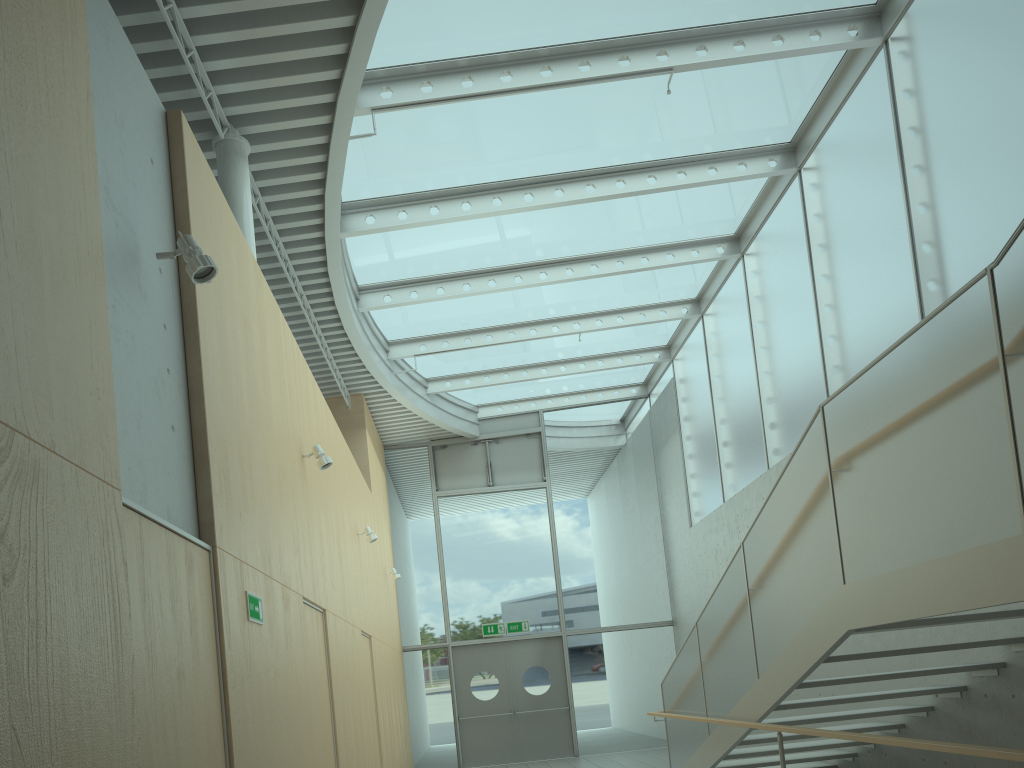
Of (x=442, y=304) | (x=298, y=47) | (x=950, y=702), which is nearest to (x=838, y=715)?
(x=950, y=702)

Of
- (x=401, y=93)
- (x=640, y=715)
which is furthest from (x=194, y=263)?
(x=640, y=715)

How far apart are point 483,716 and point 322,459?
8.6 meters

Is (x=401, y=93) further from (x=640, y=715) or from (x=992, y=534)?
(x=640, y=715)

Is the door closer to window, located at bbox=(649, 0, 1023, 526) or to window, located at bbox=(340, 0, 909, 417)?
window, located at bbox=(649, 0, 1023, 526)

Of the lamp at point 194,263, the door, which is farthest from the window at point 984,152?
the lamp at point 194,263

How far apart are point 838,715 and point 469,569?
8.7m

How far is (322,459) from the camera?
6.41m

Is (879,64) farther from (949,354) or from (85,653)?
(85,653)

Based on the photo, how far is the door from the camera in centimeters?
1358cm
